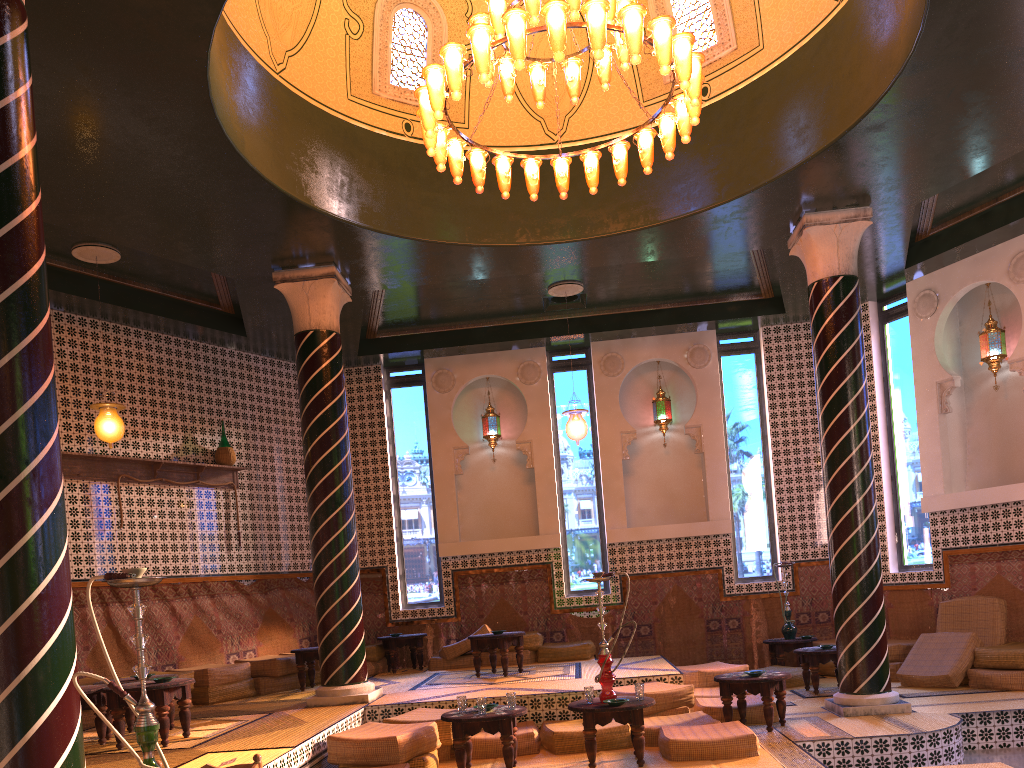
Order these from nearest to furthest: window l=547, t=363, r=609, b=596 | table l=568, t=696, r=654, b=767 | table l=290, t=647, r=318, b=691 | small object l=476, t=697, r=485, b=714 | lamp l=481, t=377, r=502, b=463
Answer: table l=568, t=696, r=654, b=767 < small object l=476, t=697, r=485, b=714 < table l=290, t=647, r=318, b=691 < window l=547, t=363, r=609, b=596 < lamp l=481, t=377, r=502, b=463

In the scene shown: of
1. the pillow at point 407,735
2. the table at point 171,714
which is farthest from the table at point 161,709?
the pillow at point 407,735

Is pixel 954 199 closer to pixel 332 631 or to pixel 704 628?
pixel 704 628

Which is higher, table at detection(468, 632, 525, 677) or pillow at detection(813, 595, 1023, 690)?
table at detection(468, 632, 525, 677)

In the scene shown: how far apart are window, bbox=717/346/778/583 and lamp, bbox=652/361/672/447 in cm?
97

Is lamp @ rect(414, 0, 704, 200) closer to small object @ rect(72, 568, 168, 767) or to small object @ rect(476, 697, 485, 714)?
small object @ rect(72, 568, 168, 767)

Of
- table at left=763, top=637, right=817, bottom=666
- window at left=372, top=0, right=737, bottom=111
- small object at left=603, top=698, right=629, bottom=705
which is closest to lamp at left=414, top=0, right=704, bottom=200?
window at left=372, top=0, right=737, bottom=111

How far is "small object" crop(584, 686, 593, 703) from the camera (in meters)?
7.84

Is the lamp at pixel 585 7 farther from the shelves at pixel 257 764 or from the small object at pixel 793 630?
the small object at pixel 793 630

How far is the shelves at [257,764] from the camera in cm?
475
